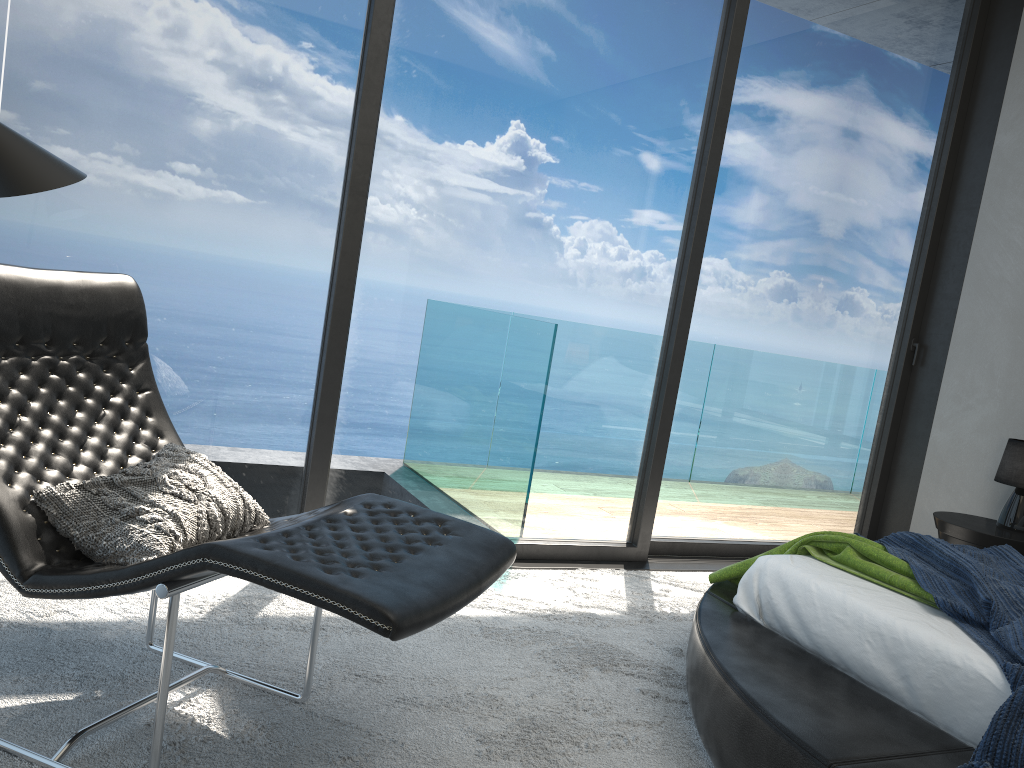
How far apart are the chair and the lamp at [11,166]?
0.6 meters

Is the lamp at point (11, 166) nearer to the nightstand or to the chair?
the chair

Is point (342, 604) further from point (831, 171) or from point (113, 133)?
point (831, 171)

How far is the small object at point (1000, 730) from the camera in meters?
1.8

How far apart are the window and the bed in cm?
101

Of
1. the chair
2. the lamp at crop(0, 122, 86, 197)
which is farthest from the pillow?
the lamp at crop(0, 122, 86, 197)

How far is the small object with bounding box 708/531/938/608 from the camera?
2.45m

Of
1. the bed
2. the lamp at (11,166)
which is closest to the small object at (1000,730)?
the bed

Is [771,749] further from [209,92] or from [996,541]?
[209,92]

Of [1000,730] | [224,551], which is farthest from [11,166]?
[1000,730]
